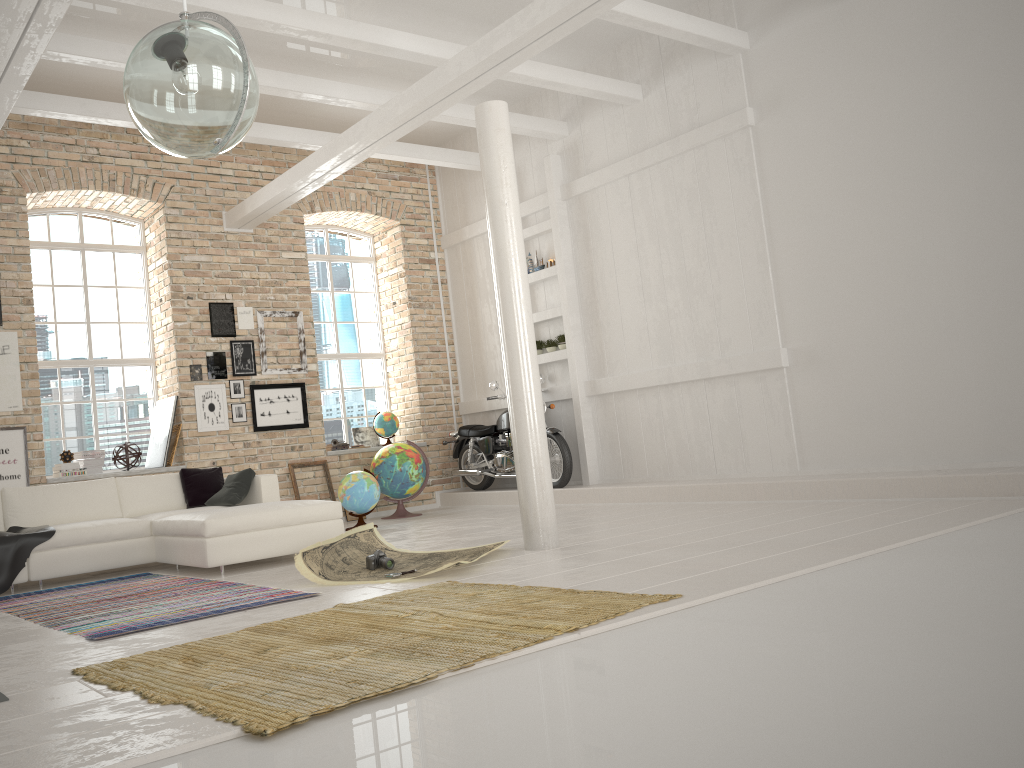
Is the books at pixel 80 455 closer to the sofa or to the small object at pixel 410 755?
the sofa

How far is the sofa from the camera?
6.3 meters

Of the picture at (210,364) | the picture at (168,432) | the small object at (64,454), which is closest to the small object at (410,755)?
the picture at (210,364)

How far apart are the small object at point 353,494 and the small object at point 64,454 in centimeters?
276cm

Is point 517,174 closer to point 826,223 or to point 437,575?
point 826,223

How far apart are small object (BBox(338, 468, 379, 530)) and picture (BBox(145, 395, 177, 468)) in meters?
1.9 m

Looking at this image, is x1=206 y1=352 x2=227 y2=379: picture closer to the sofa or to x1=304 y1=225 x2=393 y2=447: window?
x1=304 y1=225 x2=393 y2=447: window

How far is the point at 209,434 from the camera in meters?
9.7

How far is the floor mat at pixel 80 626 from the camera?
4.6m

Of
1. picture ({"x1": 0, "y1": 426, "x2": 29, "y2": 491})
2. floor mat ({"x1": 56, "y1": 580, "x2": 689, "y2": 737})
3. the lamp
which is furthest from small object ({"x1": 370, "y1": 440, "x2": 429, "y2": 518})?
the lamp
